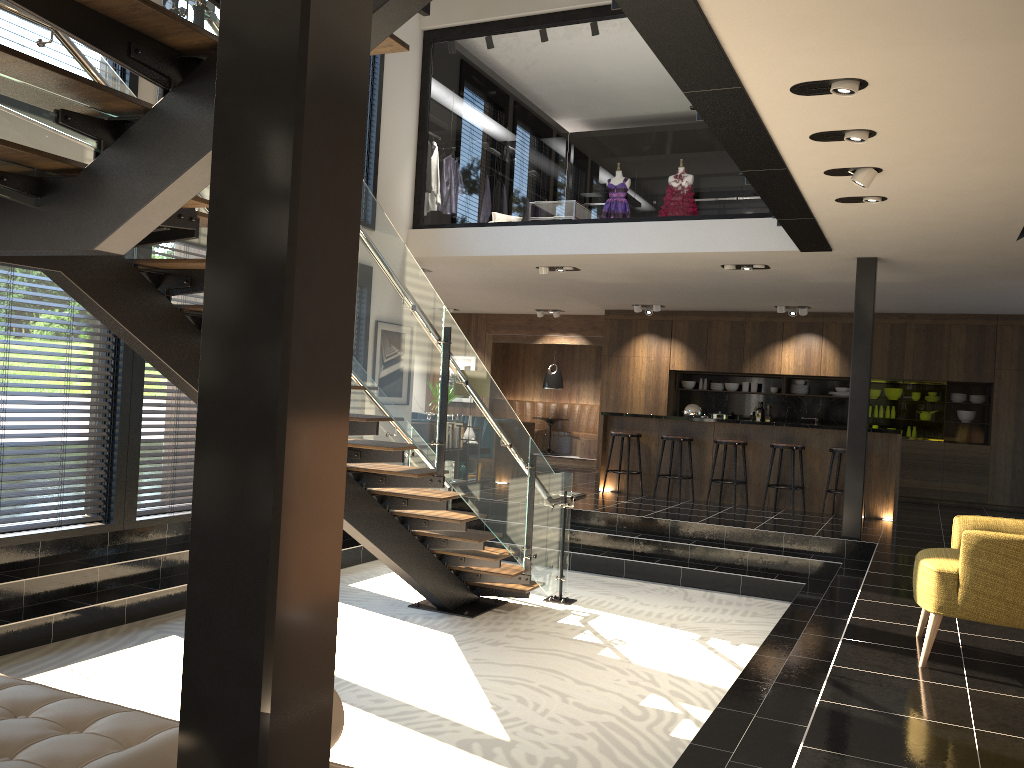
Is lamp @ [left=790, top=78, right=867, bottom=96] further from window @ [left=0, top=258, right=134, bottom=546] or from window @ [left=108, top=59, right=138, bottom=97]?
window @ [left=0, top=258, right=134, bottom=546]

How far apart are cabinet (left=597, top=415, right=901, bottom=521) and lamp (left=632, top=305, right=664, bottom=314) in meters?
2.7 m

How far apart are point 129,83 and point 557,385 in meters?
10.5

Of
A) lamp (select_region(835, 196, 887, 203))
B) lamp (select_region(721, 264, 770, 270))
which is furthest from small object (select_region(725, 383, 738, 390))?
lamp (select_region(835, 196, 887, 203))

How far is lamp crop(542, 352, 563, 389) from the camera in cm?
1612

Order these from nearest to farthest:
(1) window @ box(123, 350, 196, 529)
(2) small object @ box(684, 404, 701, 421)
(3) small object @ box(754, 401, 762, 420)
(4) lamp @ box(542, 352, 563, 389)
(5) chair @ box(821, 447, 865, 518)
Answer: (1) window @ box(123, 350, 196, 529), (5) chair @ box(821, 447, 865, 518), (2) small object @ box(684, 404, 701, 421), (3) small object @ box(754, 401, 762, 420), (4) lamp @ box(542, 352, 563, 389)

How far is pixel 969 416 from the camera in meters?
12.8 m

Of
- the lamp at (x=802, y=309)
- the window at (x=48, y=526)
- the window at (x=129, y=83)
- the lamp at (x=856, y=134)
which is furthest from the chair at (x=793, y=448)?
the window at (x=129, y=83)

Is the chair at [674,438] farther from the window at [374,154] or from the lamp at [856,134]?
the lamp at [856,134]

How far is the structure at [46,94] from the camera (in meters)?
2.69
